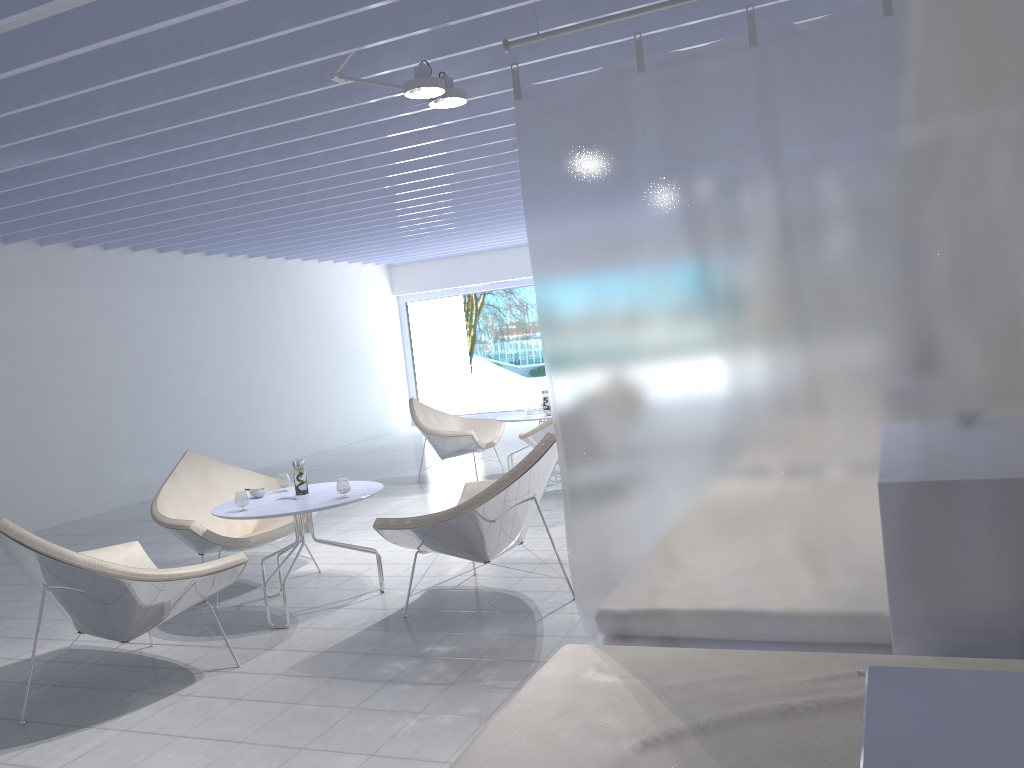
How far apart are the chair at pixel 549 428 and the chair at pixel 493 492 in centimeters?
170cm

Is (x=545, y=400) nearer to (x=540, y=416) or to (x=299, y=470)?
(x=540, y=416)

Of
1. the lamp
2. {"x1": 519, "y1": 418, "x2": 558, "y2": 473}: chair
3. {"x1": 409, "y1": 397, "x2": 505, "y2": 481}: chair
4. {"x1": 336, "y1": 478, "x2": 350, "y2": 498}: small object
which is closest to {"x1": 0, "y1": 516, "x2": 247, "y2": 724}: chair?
{"x1": 336, "y1": 478, "x2": 350, "y2": 498}: small object

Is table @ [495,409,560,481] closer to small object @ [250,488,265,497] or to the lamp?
small object @ [250,488,265,497]

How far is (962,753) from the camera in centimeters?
86cm

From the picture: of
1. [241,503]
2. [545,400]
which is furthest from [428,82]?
[545,400]

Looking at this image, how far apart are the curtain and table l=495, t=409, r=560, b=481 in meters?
4.6 m

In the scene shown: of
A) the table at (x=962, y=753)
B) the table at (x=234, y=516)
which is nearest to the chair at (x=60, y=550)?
the table at (x=234, y=516)

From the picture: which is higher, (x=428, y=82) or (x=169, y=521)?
(x=428, y=82)

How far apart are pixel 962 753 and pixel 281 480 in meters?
4.0 m
